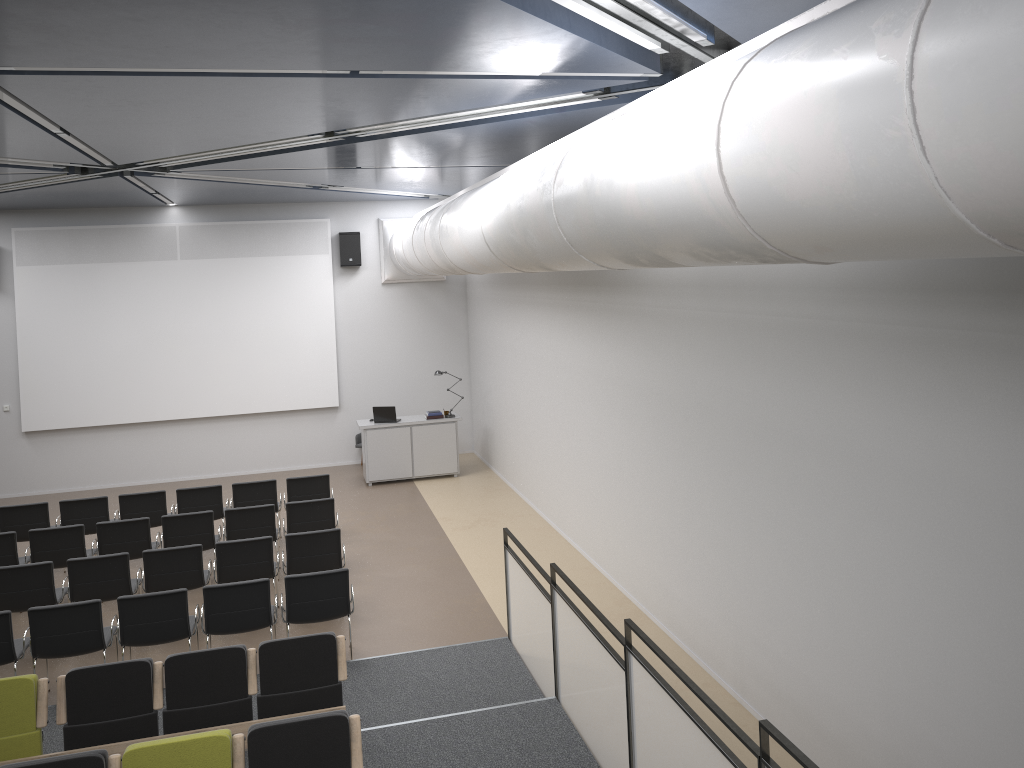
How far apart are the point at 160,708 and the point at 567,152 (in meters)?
4.74

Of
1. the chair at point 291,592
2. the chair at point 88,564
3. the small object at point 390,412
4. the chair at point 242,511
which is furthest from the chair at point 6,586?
the small object at point 390,412

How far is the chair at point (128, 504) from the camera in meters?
11.1

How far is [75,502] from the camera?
10.96m

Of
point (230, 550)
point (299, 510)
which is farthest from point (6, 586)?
point (299, 510)

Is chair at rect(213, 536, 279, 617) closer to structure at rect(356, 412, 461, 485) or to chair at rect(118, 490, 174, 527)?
chair at rect(118, 490, 174, 527)

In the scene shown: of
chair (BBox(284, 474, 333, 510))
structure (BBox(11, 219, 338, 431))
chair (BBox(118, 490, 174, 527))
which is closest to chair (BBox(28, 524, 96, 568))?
chair (BBox(118, 490, 174, 527))

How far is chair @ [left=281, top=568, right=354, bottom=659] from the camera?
7.9m

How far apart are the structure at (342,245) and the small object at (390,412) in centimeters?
289cm

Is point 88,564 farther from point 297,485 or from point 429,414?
point 429,414
